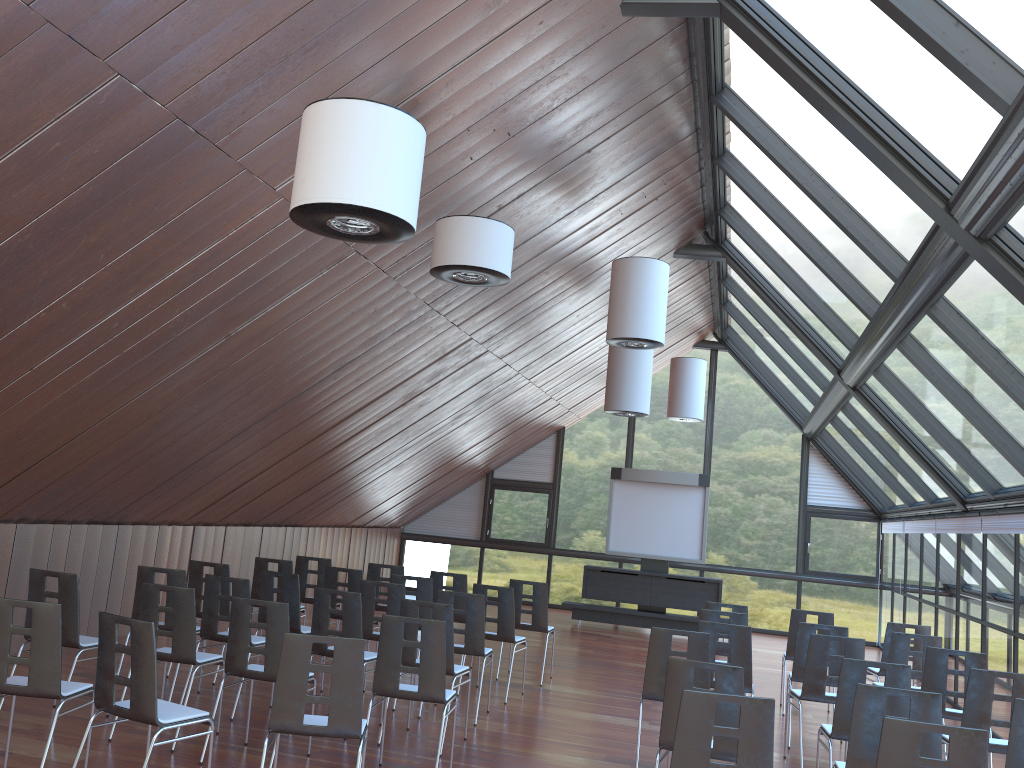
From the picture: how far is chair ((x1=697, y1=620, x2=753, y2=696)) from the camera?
7.85m

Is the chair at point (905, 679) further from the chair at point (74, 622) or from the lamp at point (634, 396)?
the lamp at point (634, 396)

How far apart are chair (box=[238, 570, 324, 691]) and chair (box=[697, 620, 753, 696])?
3.9m

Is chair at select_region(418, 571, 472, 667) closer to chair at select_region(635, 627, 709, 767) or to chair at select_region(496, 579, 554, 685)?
chair at select_region(496, 579, 554, 685)

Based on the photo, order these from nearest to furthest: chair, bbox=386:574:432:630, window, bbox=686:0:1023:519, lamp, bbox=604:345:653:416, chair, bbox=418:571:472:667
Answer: window, bbox=686:0:1023:519, chair, bbox=386:574:432:630, chair, bbox=418:571:472:667, lamp, bbox=604:345:653:416

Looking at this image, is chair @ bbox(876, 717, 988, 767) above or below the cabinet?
above

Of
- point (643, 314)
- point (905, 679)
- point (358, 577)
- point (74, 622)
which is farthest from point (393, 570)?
point (905, 679)

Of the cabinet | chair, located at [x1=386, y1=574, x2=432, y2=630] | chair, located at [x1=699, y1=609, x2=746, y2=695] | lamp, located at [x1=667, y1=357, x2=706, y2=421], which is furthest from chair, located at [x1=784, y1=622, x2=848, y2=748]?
lamp, located at [x1=667, y1=357, x2=706, y2=421]

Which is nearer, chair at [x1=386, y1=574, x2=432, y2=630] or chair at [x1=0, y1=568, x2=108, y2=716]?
chair at [x1=0, y1=568, x2=108, y2=716]

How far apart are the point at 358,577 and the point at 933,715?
6.46m
